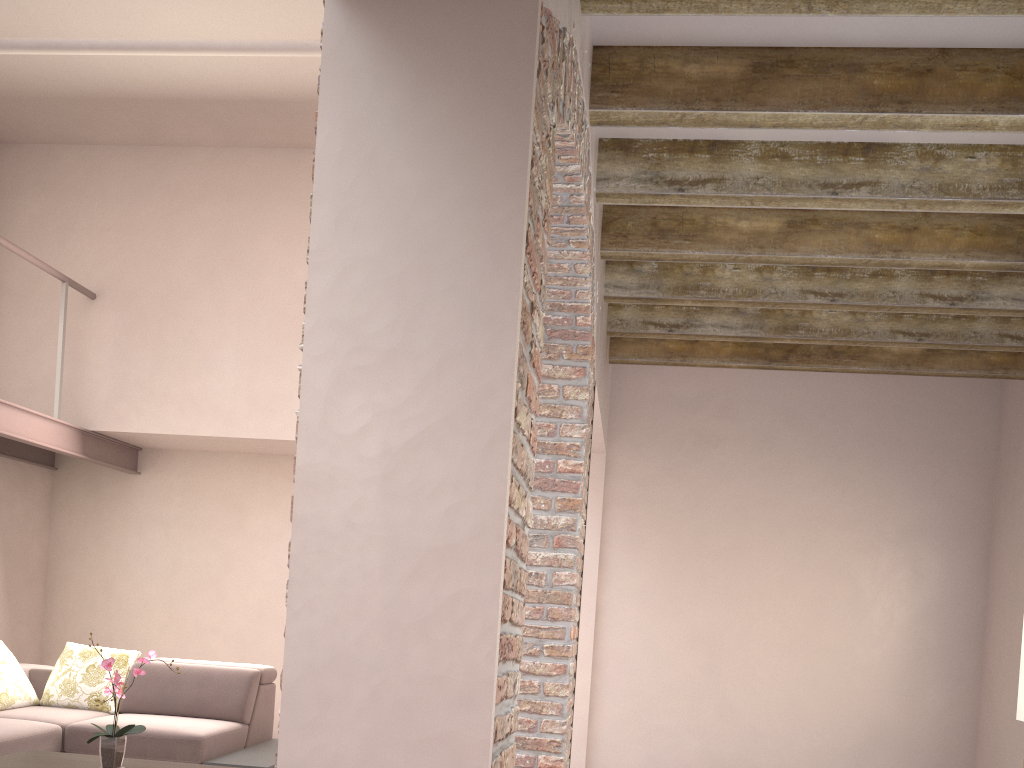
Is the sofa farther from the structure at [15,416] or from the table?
the structure at [15,416]

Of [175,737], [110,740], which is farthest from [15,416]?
[110,740]

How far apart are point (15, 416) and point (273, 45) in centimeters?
281cm

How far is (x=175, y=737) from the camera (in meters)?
4.83

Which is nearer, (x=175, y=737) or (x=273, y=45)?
(x=273, y=45)

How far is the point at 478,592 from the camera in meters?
1.6 m

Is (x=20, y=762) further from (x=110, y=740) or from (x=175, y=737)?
(x=175, y=737)

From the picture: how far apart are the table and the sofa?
0.4m

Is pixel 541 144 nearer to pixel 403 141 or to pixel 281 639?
pixel 403 141

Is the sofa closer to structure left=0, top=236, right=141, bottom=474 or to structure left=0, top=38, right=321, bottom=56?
structure left=0, top=236, right=141, bottom=474
